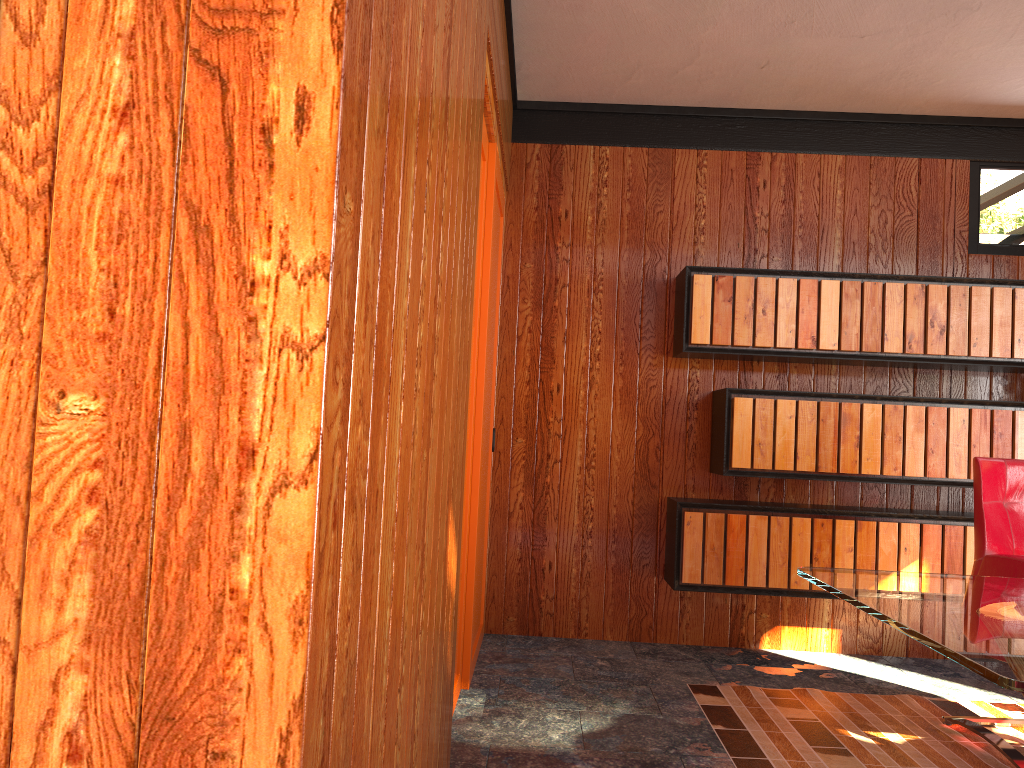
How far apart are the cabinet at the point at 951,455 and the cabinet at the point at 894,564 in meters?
0.1

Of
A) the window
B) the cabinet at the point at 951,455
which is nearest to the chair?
the cabinet at the point at 951,455

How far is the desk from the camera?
1.46m

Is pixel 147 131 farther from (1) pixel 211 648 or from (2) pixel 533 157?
(2) pixel 533 157

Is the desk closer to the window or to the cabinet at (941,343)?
the window

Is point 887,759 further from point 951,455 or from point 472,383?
point 472,383

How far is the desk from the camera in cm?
146

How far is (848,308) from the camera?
3.9m

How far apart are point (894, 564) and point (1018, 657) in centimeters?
257cm

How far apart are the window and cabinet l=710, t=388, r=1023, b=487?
1.04m
